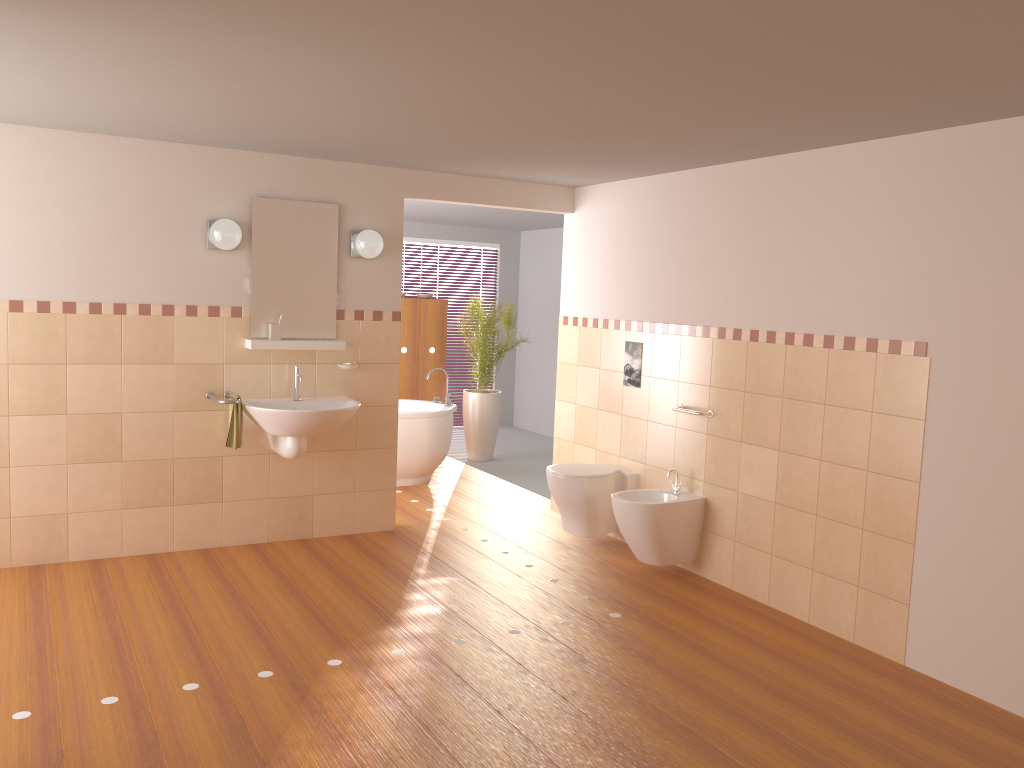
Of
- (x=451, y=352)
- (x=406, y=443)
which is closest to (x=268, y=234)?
(x=406, y=443)

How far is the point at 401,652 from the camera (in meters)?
3.75

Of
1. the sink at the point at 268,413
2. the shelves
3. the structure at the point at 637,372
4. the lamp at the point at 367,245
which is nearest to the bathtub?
Result: the sink at the point at 268,413

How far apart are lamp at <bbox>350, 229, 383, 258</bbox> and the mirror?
0.1 meters

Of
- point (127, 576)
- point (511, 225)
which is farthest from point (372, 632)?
point (511, 225)

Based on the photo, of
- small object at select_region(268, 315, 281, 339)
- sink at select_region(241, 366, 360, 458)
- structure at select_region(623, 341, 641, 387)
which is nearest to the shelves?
small object at select_region(268, 315, 281, 339)

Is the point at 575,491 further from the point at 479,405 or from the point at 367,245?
the point at 479,405

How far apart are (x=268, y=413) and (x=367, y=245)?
1.1 meters

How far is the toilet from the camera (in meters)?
5.28

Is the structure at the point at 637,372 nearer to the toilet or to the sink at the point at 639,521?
the toilet
